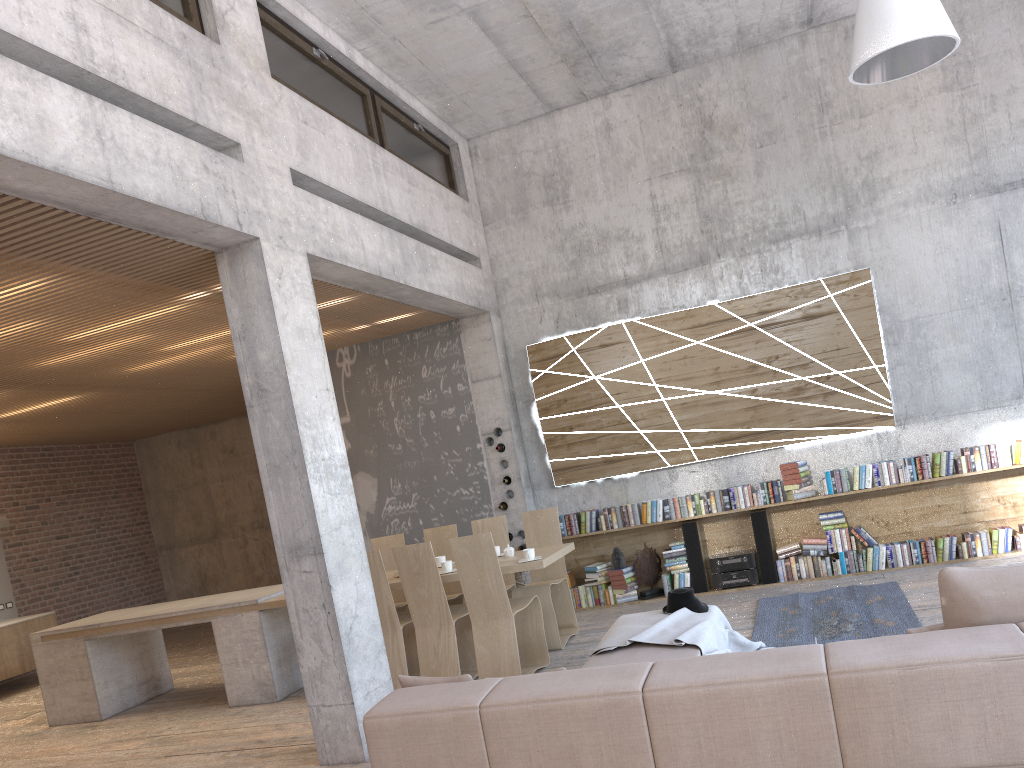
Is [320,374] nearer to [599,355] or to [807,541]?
[599,355]

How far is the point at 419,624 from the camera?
6.7m

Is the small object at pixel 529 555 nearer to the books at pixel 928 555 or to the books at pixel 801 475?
the books at pixel 801 475

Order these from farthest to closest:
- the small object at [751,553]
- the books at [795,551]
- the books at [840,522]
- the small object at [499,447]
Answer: the small object at [499,447], the small object at [751,553], the books at [795,551], the books at [840,522]

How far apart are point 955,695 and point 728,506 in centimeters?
598cm

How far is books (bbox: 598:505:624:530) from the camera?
8.9 meters

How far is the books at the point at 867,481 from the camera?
Result: 8.2 meters

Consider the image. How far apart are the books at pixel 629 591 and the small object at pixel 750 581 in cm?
83

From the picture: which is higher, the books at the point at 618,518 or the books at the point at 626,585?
the books at the point at 618,518

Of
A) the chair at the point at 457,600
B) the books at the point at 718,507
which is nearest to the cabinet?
the chair at the point at 457,600
